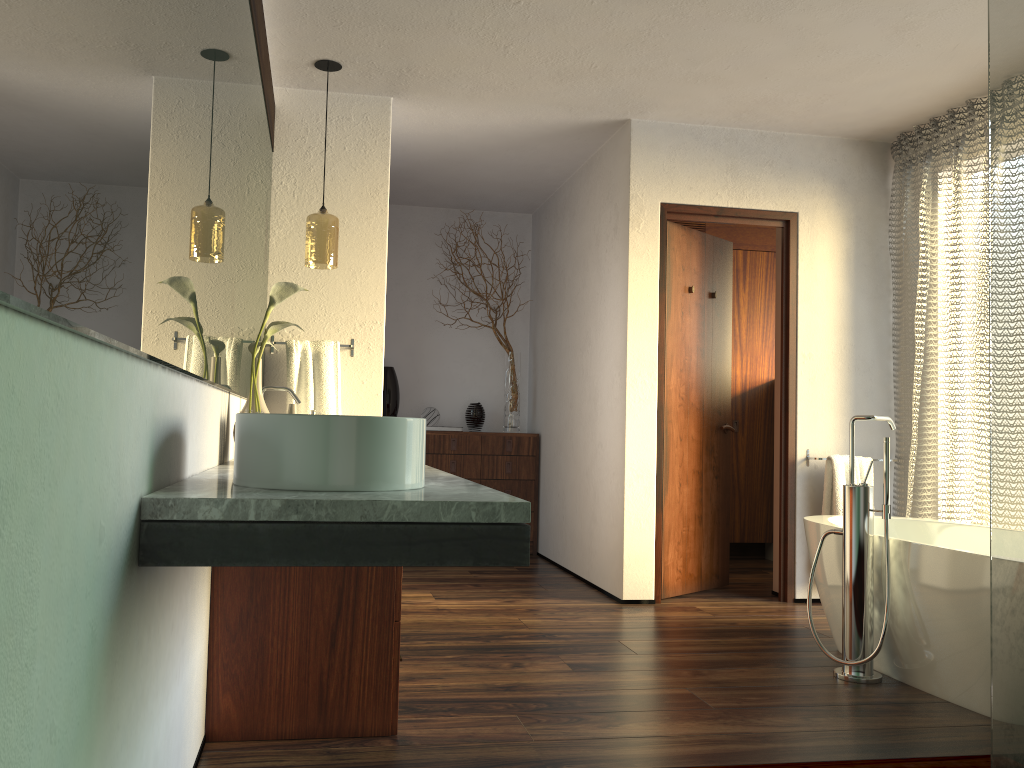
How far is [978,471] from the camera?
3.9 meters

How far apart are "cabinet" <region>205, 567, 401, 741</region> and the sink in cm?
77

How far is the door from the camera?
4.42m

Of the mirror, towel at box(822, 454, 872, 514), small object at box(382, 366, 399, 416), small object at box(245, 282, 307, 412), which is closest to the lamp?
the mirror

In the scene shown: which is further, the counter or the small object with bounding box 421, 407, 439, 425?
the small object with bounding box 421, 407, 439, 425

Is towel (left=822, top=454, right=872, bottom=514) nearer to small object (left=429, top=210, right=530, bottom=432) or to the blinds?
the blinds

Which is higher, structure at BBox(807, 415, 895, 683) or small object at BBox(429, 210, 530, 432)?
small object at BBox(429, 210, 530, 432)

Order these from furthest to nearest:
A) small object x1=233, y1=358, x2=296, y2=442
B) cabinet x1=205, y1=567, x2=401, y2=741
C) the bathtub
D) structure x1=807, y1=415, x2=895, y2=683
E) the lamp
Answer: the lamp < structure x1=807, y1=415, x2=895, y2=683 < the bathtub < small object x1=233, y1=358, x2=296, y2=442 < cabinet x1=205, y1=567, x2=401, y2=741

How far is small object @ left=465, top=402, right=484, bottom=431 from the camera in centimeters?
592cm

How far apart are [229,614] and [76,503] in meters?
1.4 m
